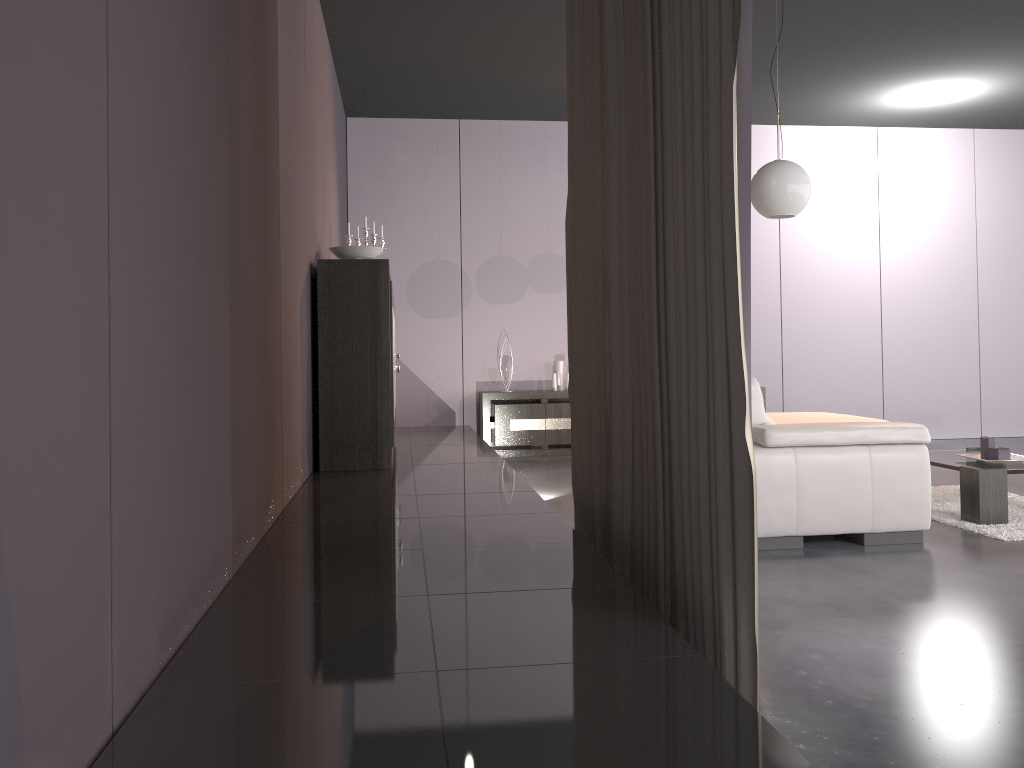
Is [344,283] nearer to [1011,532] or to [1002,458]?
[1011,532]

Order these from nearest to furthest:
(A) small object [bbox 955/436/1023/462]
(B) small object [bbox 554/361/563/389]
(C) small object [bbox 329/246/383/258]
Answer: (A) small object [bbox 955/436/1023/462] → (C) small object [bbox 329/246/383/258] → (B) small object [bbox 554/361/563/389]

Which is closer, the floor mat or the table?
the floor mat

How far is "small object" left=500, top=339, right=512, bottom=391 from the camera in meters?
7.7 m

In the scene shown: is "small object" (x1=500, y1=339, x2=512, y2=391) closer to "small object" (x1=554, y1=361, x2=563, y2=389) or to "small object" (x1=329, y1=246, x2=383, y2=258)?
"small object" (x1=554, y1=361, x2=563, y2=389)

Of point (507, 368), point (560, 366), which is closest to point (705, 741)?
point (507, 368)

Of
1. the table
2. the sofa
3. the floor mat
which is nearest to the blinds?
the sofa

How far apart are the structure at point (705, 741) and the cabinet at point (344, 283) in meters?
0.1 m

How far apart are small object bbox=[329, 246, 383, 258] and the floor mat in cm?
329

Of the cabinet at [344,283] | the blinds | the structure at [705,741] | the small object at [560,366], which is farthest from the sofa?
the small object at [560,366]
